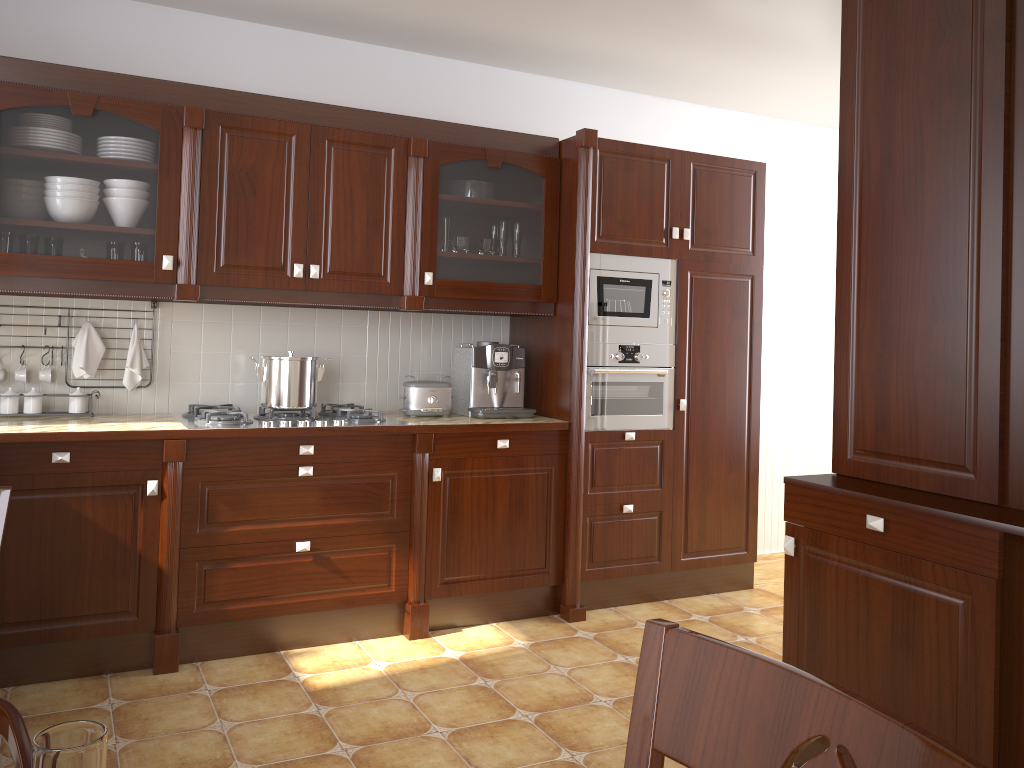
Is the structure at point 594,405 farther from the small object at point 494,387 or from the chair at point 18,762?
the chair at point 18,762

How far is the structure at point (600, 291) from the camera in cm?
378

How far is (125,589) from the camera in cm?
299

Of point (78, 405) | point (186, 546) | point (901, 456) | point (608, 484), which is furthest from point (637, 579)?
point (78, 405)

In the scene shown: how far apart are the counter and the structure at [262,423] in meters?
0.0

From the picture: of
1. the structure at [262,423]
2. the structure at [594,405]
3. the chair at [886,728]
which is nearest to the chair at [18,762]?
the chair at [886,728]

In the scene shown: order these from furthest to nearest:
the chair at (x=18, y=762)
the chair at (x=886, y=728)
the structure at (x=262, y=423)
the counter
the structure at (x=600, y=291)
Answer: the structure at (x=600, y=291), the structure at (x=262, y=423), the counter, the chair at (x=18, y=762), the chair at (x=886, y=728)

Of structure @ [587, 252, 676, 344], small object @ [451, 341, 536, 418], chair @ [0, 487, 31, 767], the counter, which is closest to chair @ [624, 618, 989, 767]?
chair @ [0, 487, 31, 767]

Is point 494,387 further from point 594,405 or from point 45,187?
point 45,187

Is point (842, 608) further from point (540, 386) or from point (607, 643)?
point (540, 386)
